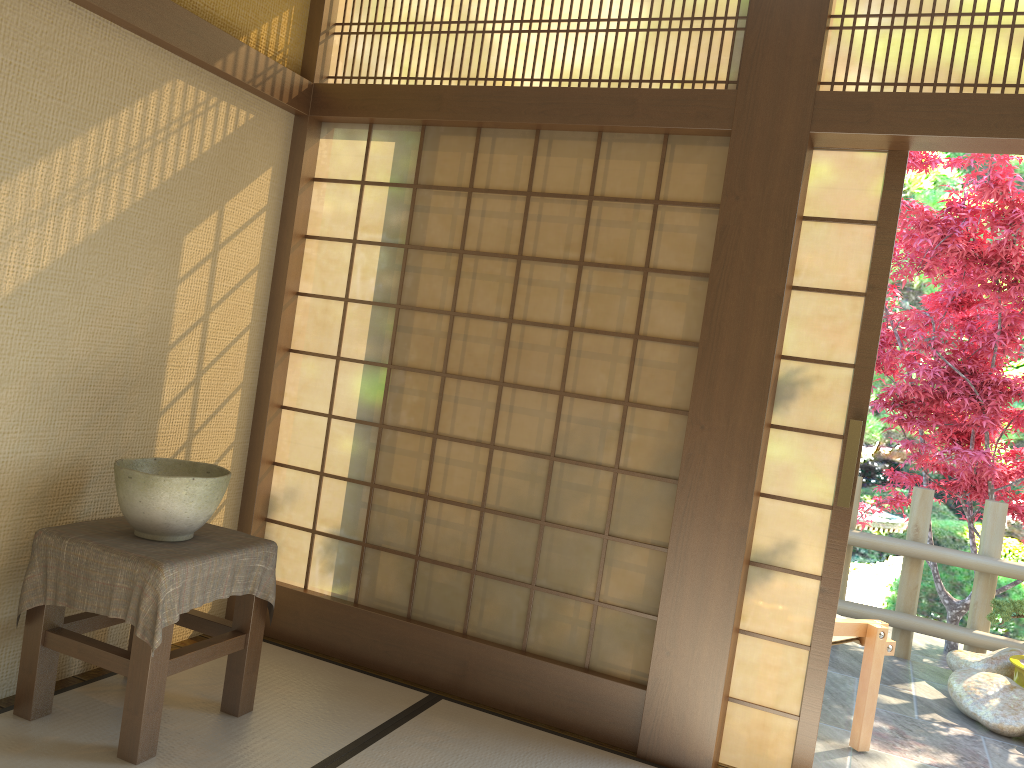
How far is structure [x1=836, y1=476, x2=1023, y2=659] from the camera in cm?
509

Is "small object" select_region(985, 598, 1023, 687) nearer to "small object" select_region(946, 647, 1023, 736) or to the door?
"small object" select_region(946, 647, 1023, 736)

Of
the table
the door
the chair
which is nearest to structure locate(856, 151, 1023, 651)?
the chair

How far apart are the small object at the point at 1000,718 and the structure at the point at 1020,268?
1.0 meters

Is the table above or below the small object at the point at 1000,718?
above

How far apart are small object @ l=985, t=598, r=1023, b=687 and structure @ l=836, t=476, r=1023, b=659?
0.4m

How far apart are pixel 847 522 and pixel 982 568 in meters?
2.6

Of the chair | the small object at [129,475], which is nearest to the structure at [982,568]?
the chair

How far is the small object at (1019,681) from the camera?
4.5 meters

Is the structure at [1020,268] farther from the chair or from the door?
the door
